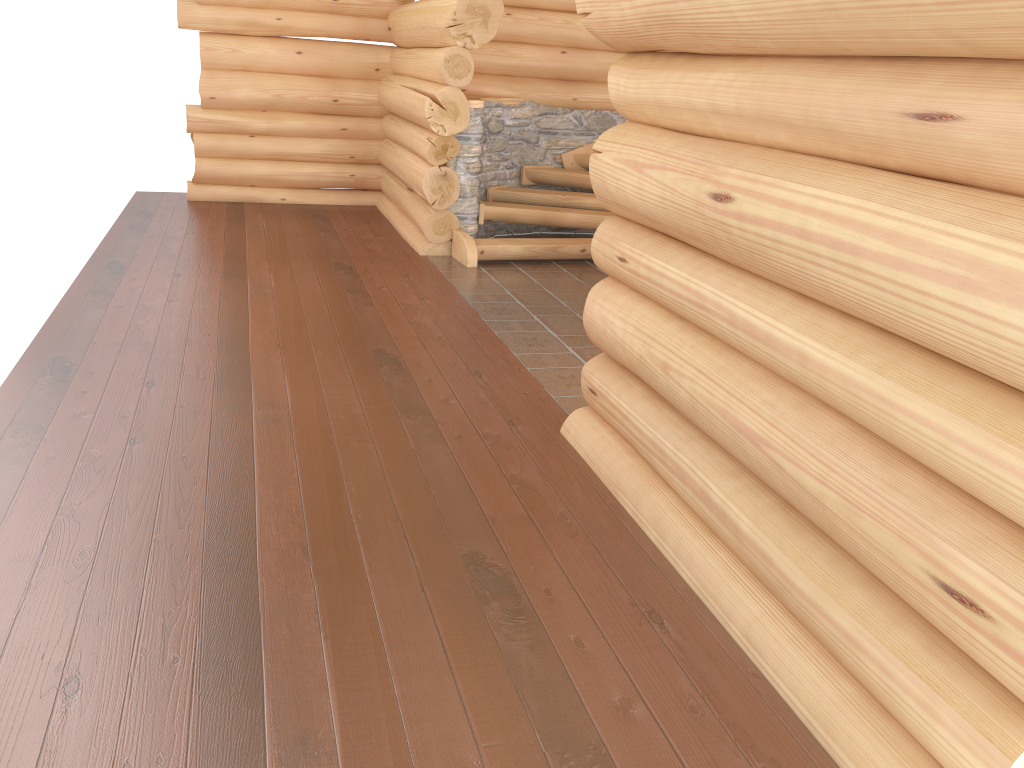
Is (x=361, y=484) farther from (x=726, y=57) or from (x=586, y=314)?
(x=726, y=57)

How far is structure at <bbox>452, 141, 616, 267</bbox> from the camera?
8.6 meters

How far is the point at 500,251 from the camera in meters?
8.6

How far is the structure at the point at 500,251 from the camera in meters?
8.6

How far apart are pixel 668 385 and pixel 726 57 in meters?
1.3 m

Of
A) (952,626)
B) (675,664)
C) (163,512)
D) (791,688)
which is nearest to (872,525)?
(952,626)
